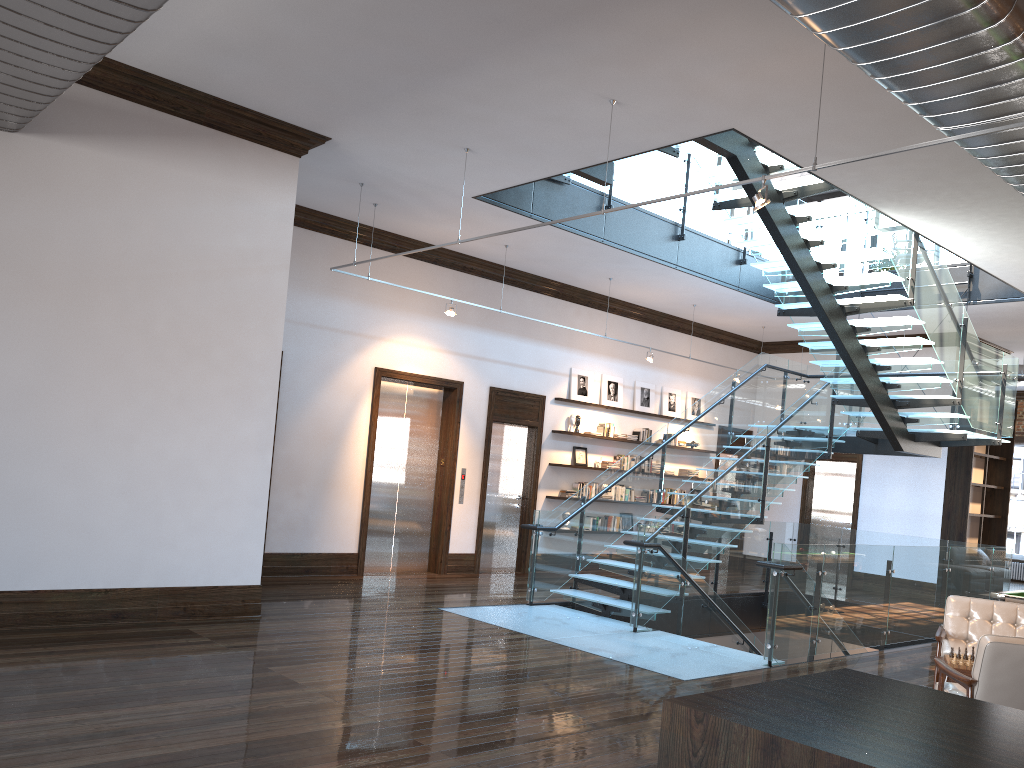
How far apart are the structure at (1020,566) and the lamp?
18.31m

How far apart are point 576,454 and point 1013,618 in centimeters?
778cm

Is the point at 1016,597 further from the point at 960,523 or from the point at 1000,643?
the point at 960,523

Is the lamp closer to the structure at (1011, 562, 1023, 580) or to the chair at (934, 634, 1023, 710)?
the chair at (934, 634, 1023, 710)

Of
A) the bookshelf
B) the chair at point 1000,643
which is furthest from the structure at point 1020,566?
the chair at point 1000,643

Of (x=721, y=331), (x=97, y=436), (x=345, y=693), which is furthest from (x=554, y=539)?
(x=721, y=331)

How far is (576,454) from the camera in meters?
13.9

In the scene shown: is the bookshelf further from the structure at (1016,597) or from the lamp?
the lamp

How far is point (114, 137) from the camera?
7.0m

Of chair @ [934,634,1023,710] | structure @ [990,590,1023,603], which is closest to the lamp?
chair @ [934,634,1023,710]
